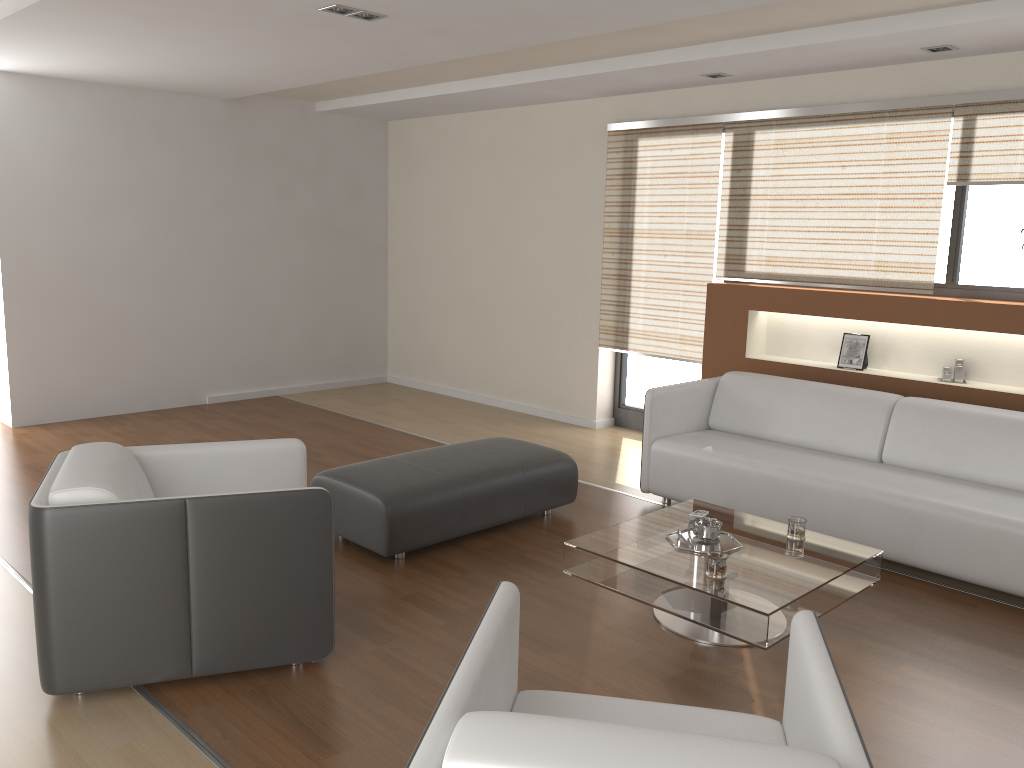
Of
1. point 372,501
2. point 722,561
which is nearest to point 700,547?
point 722,561

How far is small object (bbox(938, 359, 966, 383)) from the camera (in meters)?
5.02

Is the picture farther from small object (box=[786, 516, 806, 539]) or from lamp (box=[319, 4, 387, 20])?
lamp (box=[319, 4, 387, 20])

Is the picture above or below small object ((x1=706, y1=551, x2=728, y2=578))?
above

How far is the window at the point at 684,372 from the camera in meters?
6.6 m

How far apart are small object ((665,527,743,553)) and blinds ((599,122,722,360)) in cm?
271

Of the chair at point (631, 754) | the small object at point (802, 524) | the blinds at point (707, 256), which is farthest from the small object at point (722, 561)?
the blinds at point (707, 256)

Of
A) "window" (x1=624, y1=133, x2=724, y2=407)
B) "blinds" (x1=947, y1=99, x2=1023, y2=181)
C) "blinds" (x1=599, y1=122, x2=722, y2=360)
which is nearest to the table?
"blinds" (x1=599, y1=122, x2=722, y2=360)

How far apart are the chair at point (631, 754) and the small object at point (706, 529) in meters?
1.5 m

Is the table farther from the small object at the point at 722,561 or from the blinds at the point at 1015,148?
the blinds at the point at 1015,148
